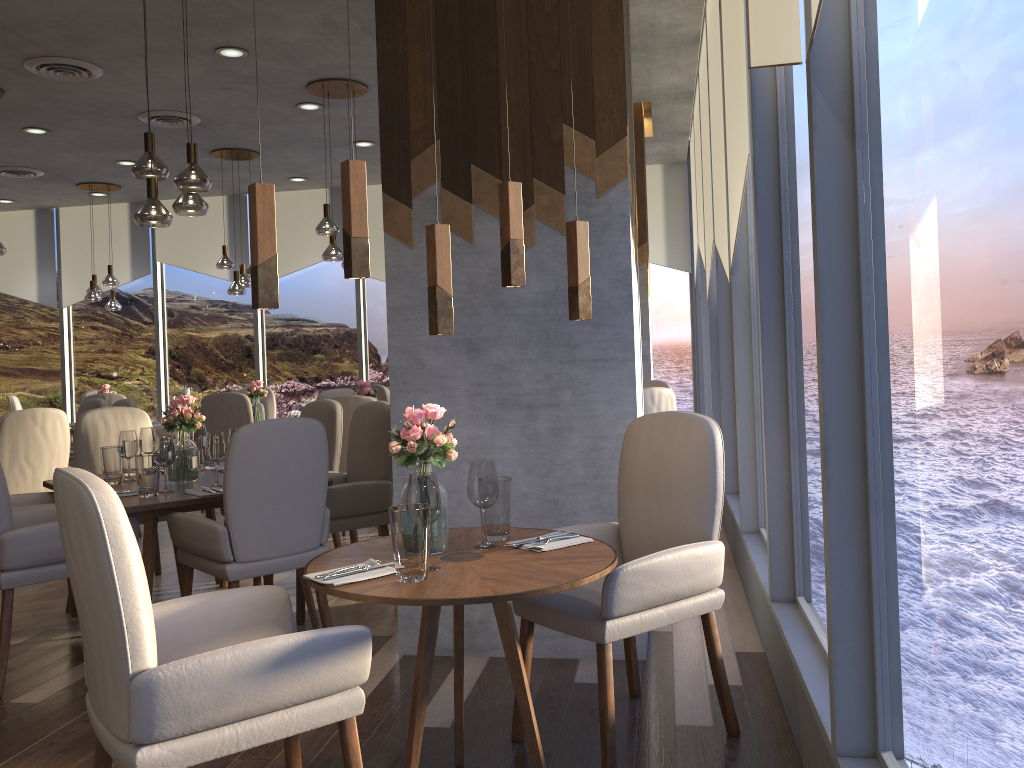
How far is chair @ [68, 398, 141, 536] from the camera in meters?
6.5

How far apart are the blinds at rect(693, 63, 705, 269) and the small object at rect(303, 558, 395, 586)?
5.77m

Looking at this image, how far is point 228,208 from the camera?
10.2 meters

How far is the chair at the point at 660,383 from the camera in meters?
6.3

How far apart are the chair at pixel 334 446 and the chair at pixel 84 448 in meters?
0.2

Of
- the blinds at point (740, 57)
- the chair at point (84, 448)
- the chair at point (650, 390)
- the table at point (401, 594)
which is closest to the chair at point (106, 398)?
the chair at point (84, 448)

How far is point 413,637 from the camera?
3.6 meters

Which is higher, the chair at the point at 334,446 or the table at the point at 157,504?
the chair at the point at 334,446

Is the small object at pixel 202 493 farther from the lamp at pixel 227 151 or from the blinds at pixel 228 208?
the blinds at pixel 228 208

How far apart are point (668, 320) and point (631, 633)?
7.3 meters
